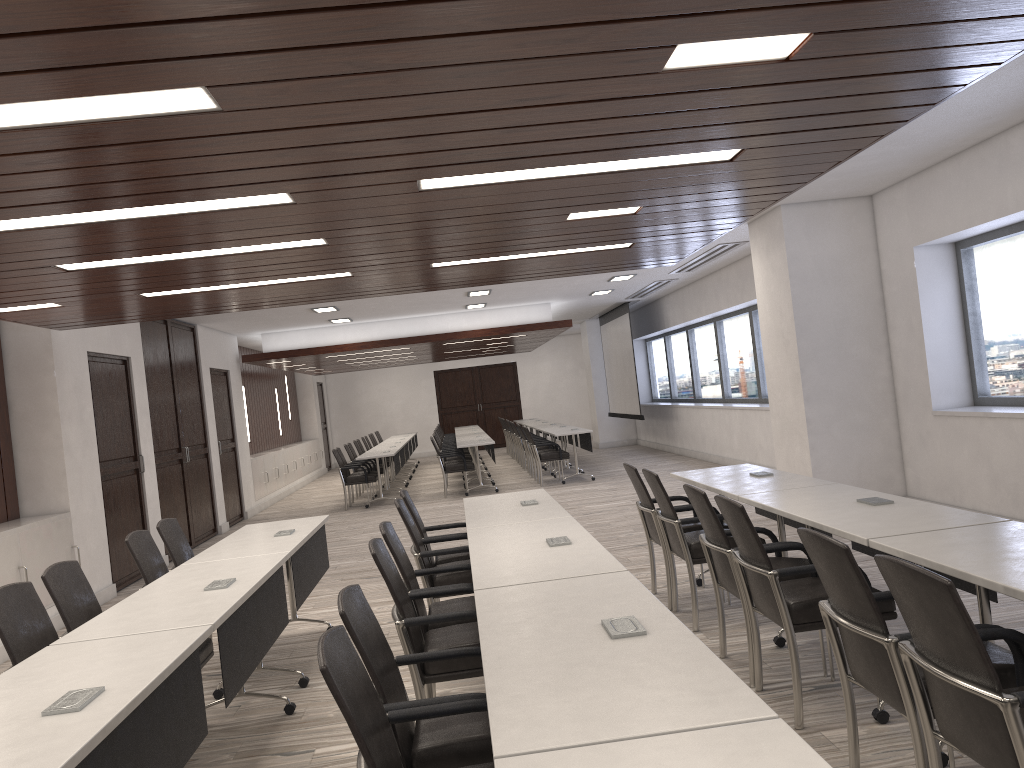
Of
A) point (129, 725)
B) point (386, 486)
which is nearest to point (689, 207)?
point (129, 725)

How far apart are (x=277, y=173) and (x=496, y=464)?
15.67m

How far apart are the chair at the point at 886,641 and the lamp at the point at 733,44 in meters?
1.5

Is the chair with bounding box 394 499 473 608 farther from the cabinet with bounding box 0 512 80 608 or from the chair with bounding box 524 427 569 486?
the chair with bounding box 524 427 569 486

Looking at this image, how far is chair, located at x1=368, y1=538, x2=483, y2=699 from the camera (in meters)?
3.47

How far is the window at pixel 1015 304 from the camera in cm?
702

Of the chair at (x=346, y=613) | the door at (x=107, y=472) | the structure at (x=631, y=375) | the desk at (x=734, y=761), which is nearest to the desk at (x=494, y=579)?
the chair at (x=346, y=613)

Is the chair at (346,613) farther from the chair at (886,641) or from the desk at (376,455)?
the desk at (376,455)

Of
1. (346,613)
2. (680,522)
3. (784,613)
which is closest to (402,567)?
(346,613)

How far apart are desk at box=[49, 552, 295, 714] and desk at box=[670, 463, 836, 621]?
2.4 meters
